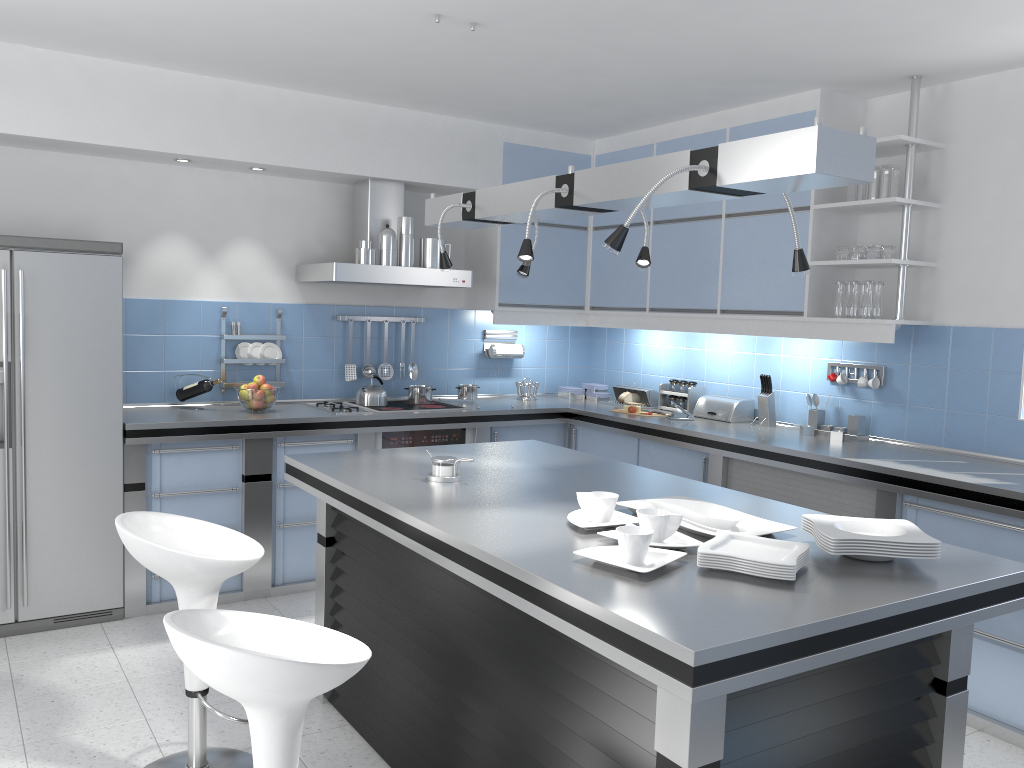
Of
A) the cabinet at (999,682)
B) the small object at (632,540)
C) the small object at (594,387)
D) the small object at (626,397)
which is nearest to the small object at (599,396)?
the small object at (594,387)

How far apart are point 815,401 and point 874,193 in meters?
1.1

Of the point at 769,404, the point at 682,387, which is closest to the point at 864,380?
the point at 769,404

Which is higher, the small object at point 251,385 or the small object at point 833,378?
the small object at point 833,378

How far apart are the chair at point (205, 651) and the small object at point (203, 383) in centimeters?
295cm

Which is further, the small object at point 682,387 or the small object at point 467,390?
the small object at point 467,390

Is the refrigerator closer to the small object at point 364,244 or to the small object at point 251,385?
the small object at point 251,385

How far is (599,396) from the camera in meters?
6.1 m

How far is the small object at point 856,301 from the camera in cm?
433

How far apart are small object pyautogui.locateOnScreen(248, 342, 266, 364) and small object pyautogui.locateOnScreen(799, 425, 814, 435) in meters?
3.1
